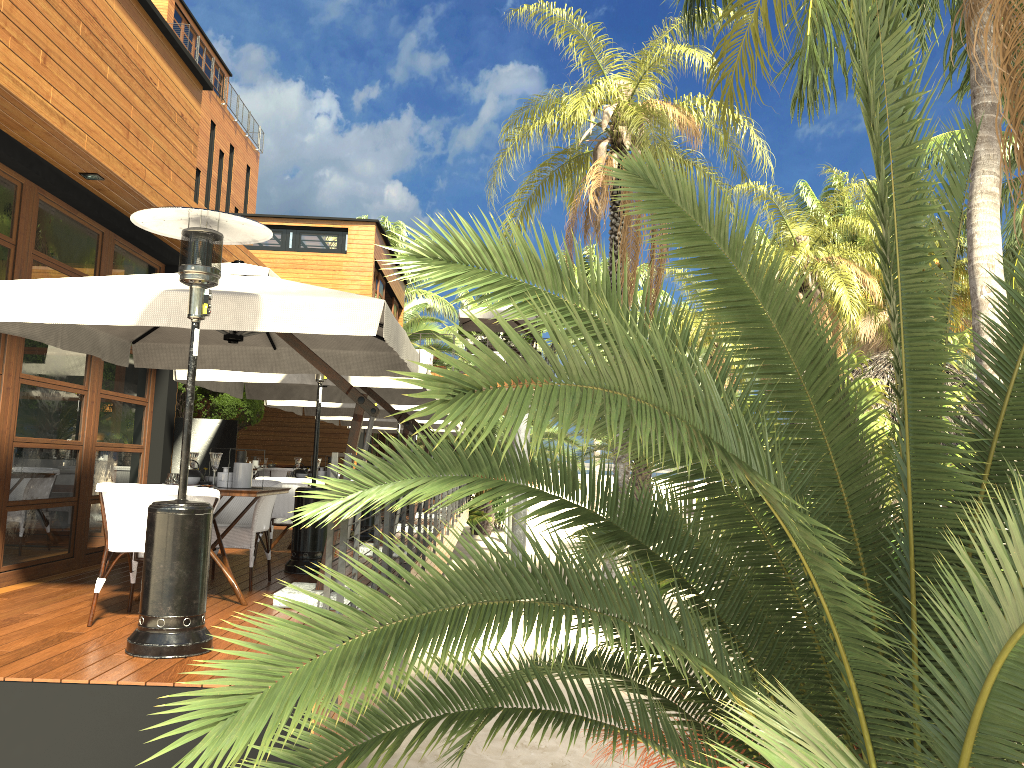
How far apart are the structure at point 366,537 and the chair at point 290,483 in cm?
214

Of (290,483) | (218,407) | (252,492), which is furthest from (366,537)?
(218,407)

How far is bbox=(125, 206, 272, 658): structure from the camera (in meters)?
4.24

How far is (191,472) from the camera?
6.0m

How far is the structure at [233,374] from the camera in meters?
8.3

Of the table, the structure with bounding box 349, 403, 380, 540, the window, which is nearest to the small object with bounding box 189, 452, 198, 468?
the table

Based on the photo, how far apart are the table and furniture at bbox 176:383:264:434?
10.29m

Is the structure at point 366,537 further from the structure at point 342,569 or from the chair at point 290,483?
the chair at point 290,483

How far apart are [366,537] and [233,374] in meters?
3.3

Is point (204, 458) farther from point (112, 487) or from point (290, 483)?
point (112, 487)
